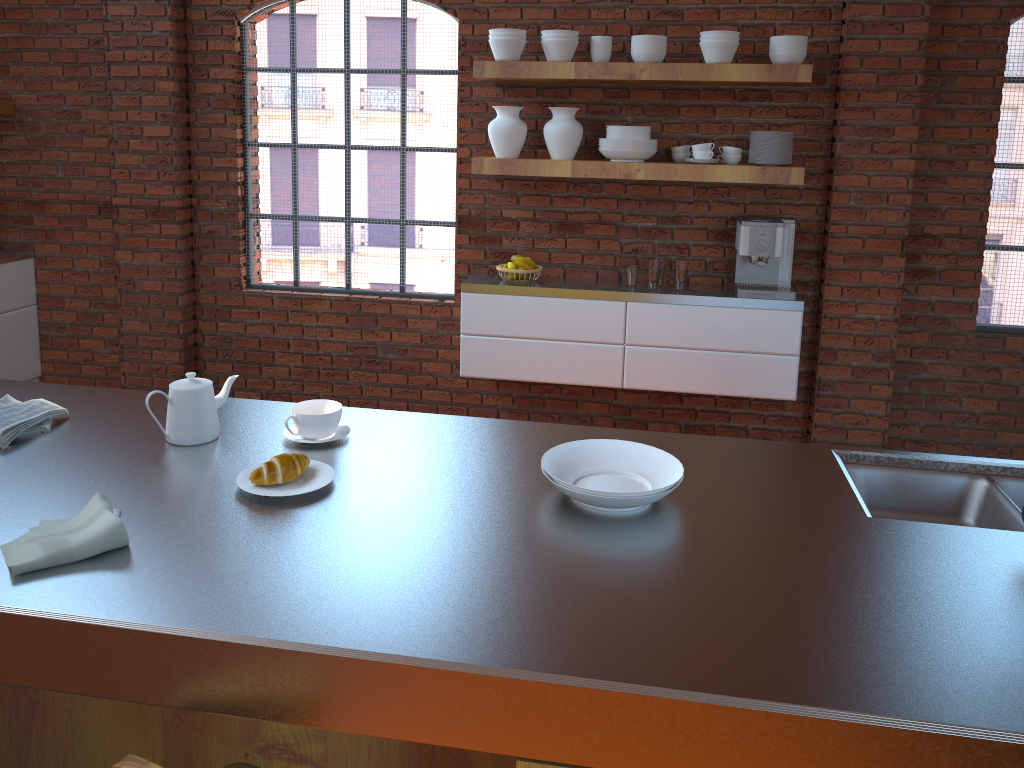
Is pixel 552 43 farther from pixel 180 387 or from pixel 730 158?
pixel 180 387

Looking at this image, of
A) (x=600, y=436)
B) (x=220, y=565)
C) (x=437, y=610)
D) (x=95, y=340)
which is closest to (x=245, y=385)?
(x=95, y=340)

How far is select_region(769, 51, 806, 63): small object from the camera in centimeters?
382cm

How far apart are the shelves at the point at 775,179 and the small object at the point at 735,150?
0.2m

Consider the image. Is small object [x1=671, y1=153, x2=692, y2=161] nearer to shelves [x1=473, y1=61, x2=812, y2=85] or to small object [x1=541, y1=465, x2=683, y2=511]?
shelves [x1=473, y1=61, x2=812, y2=85]

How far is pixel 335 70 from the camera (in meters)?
4.55

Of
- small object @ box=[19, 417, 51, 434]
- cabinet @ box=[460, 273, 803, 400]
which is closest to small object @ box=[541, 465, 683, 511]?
small object @ box=[19, 417, 51, 434]

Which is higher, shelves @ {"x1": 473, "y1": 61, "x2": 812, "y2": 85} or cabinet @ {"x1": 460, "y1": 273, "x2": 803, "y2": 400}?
shelves @ {"x1": 473, "y1": 61, "x2": 812, "y2": 85}

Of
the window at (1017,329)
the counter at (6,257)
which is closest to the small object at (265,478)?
the window at (1017,329)

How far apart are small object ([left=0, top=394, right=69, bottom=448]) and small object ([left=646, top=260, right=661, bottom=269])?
2.7 meters
